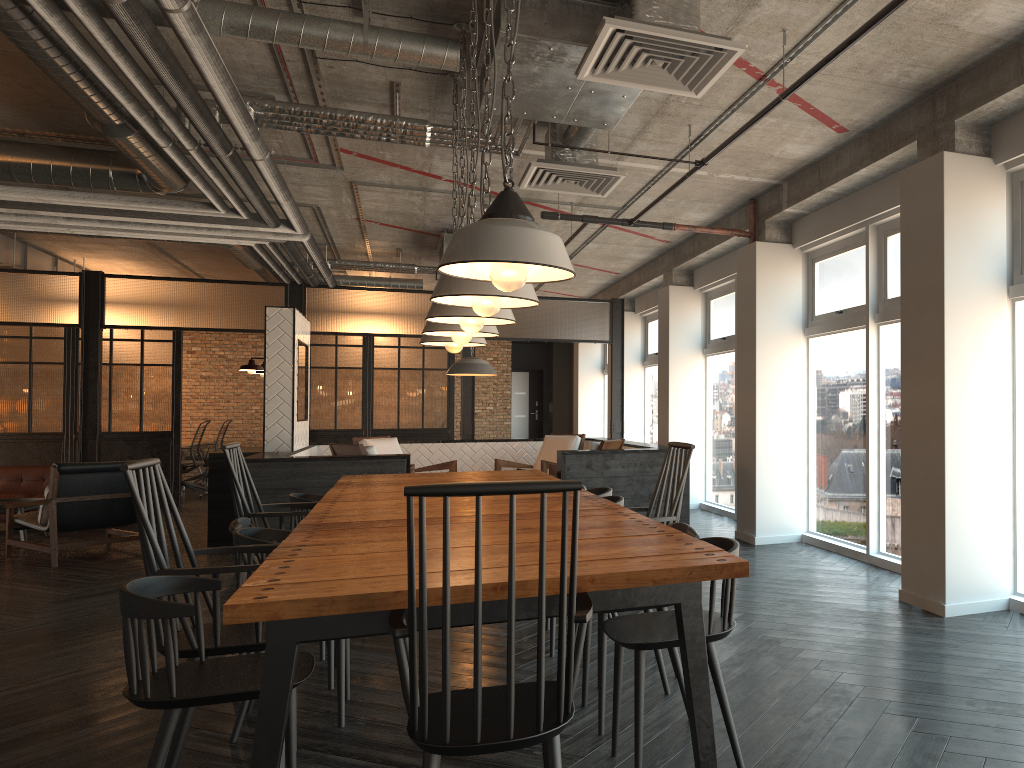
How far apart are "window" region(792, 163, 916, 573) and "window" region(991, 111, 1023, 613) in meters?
0.9

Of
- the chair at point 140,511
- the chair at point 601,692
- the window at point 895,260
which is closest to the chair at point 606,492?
the chair at point 601,692

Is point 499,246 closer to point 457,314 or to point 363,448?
point 457,314

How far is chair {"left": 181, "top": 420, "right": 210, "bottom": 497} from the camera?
13.0 meters

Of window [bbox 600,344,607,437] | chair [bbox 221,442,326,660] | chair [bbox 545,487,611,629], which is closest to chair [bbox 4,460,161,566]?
chair [bbox 221,442,326,660]

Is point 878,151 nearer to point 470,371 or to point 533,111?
point 533,111

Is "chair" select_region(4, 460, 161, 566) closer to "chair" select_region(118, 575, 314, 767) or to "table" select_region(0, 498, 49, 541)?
"table" select_region(0, 498, 49, 541)

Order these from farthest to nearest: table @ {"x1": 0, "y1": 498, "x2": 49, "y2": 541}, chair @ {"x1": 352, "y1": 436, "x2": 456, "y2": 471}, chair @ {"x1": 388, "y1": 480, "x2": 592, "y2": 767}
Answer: chair @ {"x1": 352, "y1": 436, "x2": 456, "y2": 471} < table @ {"x1": 0, "y1": 498, "x2": 49, "y2": 541} < chair @ {"x1": 388, "y1": 480, "x2": 592, "y2": 767}

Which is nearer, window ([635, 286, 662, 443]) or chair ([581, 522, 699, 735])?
chair ([581, 522, 699, 735])

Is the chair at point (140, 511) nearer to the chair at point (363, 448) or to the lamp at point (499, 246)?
the lamp at point (499, 246)
